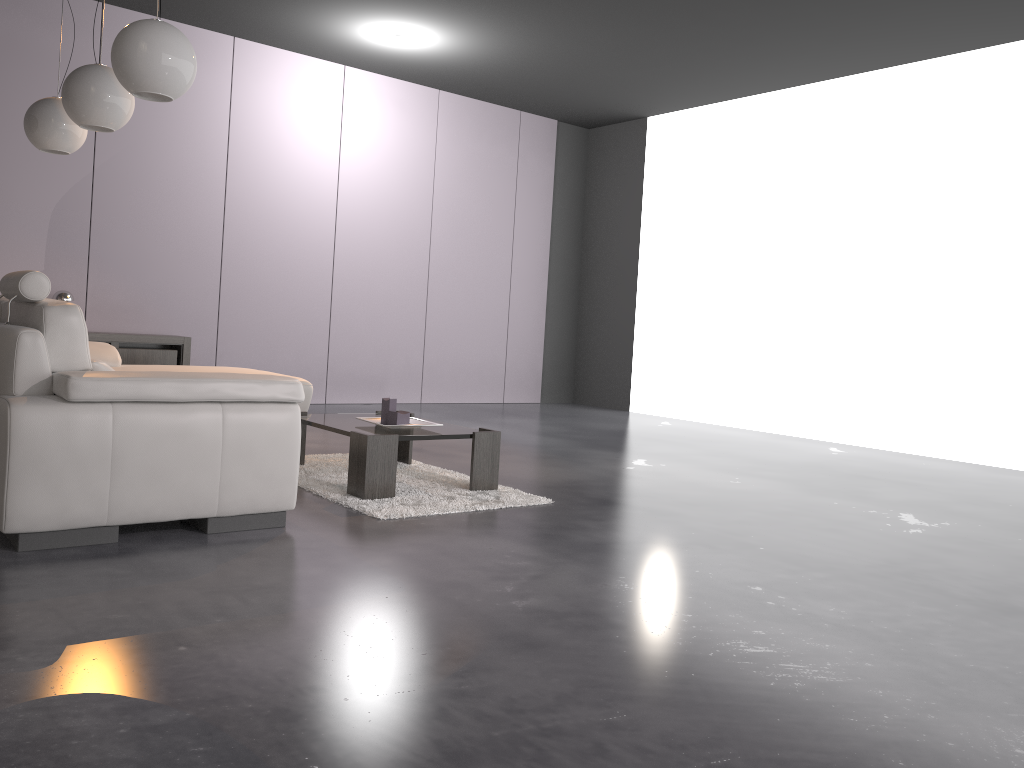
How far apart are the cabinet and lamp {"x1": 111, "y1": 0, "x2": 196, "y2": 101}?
3.3 meters

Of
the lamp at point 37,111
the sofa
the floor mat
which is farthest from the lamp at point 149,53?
the floor mat

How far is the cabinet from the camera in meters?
6.4

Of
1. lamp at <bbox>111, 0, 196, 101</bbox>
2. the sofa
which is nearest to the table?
the sofa

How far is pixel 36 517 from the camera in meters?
2.7 m

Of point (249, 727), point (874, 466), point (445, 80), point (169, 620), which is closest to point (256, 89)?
point (445, 80)

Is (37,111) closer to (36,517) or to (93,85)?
(93,85)

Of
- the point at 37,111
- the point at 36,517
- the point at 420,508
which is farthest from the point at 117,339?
the point at 36,517

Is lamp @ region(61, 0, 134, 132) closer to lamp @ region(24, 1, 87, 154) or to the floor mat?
lamp @ region(24, 1, 87, 154)

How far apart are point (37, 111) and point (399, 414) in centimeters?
252cm
